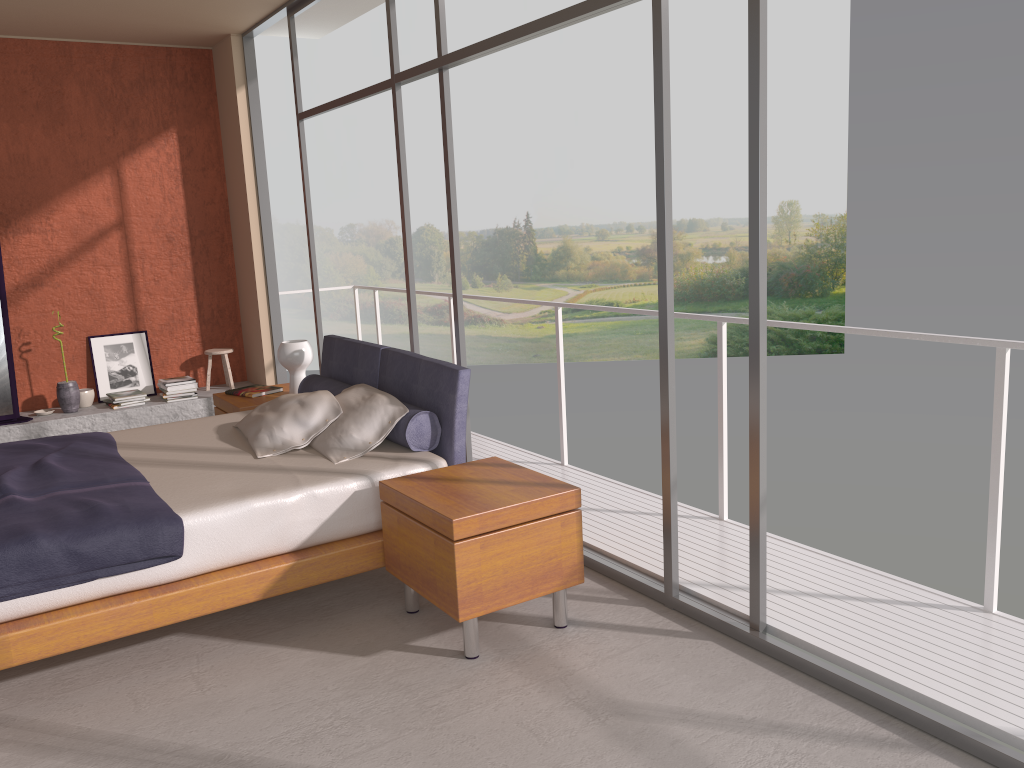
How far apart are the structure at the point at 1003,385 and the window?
0.7 meters

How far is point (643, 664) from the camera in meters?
3.2

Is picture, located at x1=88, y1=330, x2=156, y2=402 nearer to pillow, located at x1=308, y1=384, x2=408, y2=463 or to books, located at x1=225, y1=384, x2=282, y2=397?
books, located at x1=225, y1=384, x2=282, y2=397

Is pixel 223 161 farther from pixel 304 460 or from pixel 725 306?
pixel 725 306

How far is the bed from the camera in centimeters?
308cm

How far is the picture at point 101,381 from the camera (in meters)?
7.34

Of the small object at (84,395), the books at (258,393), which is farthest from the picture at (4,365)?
the books at (258,393)

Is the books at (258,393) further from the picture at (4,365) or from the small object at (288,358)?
the picture at (4,365)

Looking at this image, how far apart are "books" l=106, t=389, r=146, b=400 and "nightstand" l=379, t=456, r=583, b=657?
4.32m

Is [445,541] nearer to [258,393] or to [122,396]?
[258,393]
